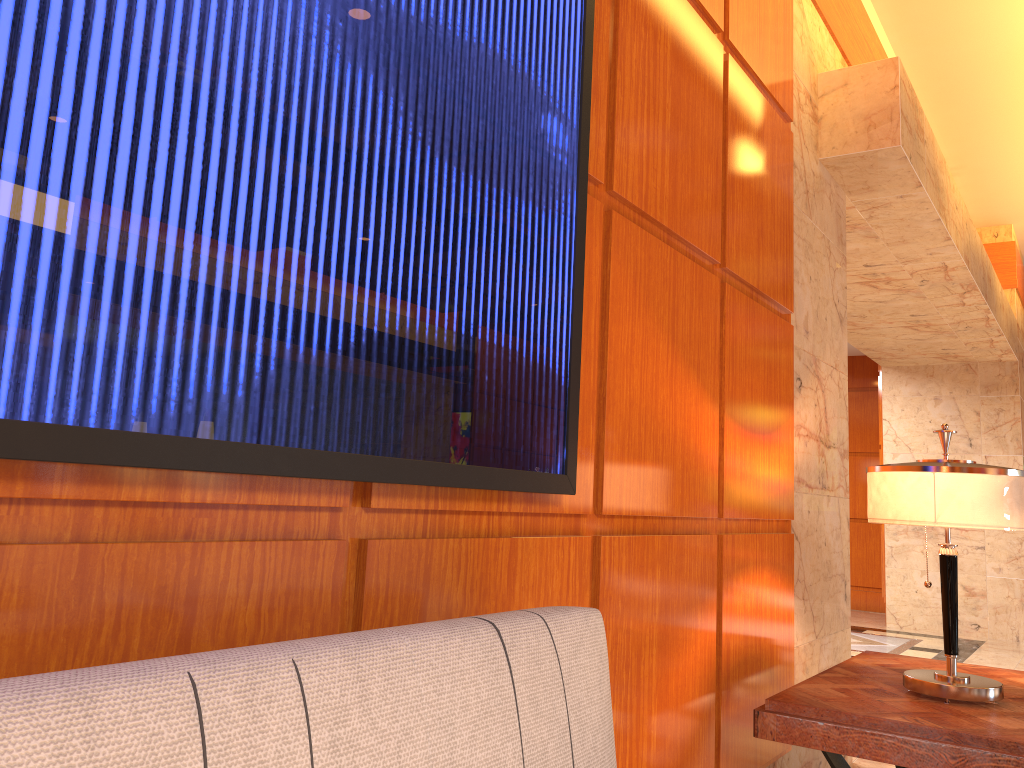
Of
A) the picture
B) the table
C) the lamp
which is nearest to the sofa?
the picture

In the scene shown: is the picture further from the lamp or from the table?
the lamp

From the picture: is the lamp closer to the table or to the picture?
the table

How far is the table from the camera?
2.2m

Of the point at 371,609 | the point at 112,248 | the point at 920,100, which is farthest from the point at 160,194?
the point at 920,100

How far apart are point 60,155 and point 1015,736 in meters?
2.4 m

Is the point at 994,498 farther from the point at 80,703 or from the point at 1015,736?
the point at 80,703

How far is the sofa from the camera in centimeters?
78cm

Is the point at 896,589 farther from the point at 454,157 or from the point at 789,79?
the point at 454,157

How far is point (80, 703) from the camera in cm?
78
